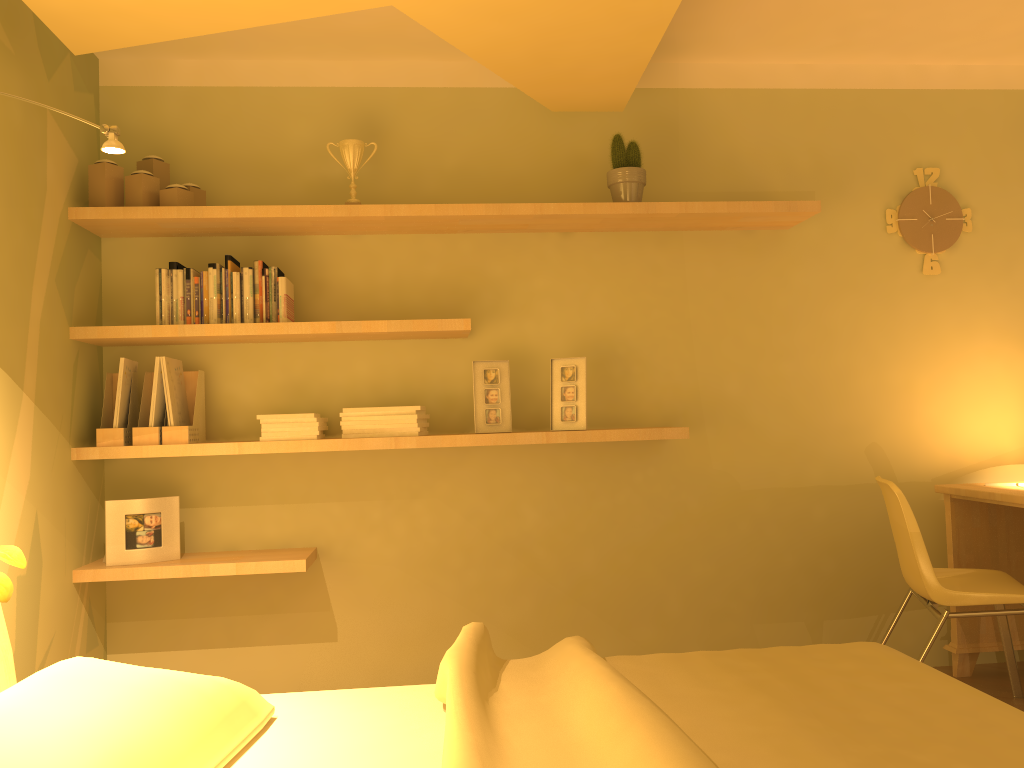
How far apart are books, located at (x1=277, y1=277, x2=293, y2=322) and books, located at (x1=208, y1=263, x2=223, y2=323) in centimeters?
21cm

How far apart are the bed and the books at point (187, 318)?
1.3 meters

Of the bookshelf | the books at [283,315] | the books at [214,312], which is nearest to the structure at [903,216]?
the bookshelf

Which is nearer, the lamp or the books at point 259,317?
the lamp

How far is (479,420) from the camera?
3.2m

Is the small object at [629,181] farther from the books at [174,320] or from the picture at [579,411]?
the books at [174,320]

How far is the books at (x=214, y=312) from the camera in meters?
3.0 m

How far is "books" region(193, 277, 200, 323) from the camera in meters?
3.0 m

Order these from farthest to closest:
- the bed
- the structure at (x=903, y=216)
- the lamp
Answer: the structure at (x=903, y=216) → the lamp → the bed

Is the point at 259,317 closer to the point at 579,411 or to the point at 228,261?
the point at 228,261
